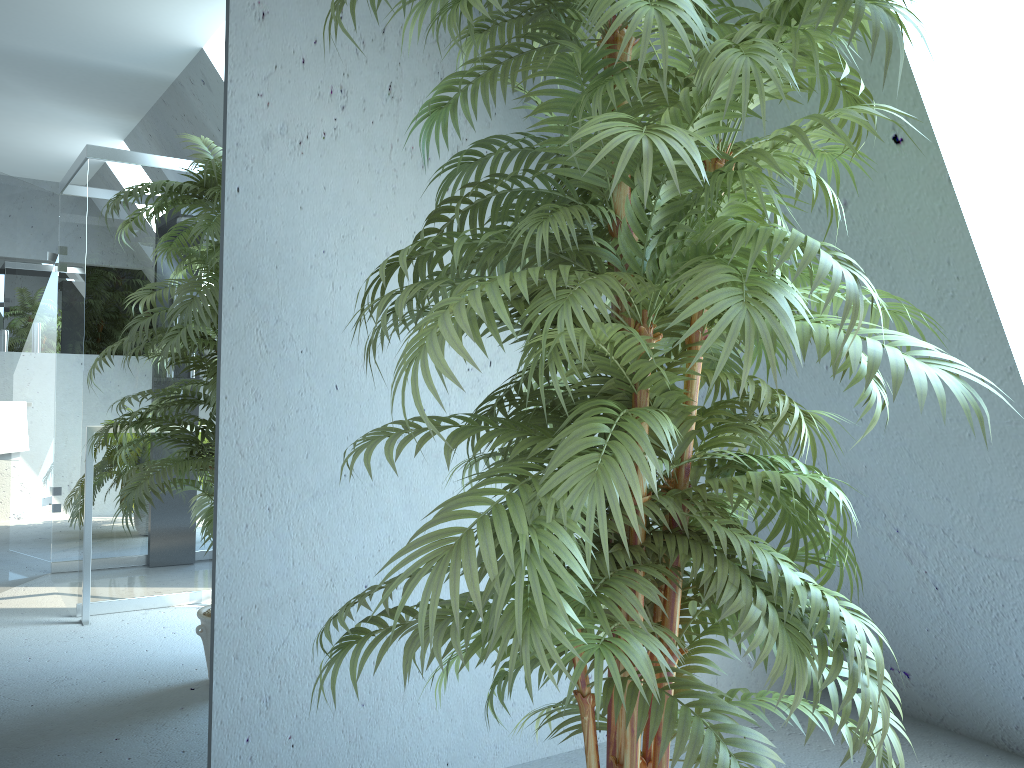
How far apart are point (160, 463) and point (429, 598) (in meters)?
1.24

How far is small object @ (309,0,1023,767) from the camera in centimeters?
102cm

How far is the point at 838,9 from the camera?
1.02m

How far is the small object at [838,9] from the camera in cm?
102
